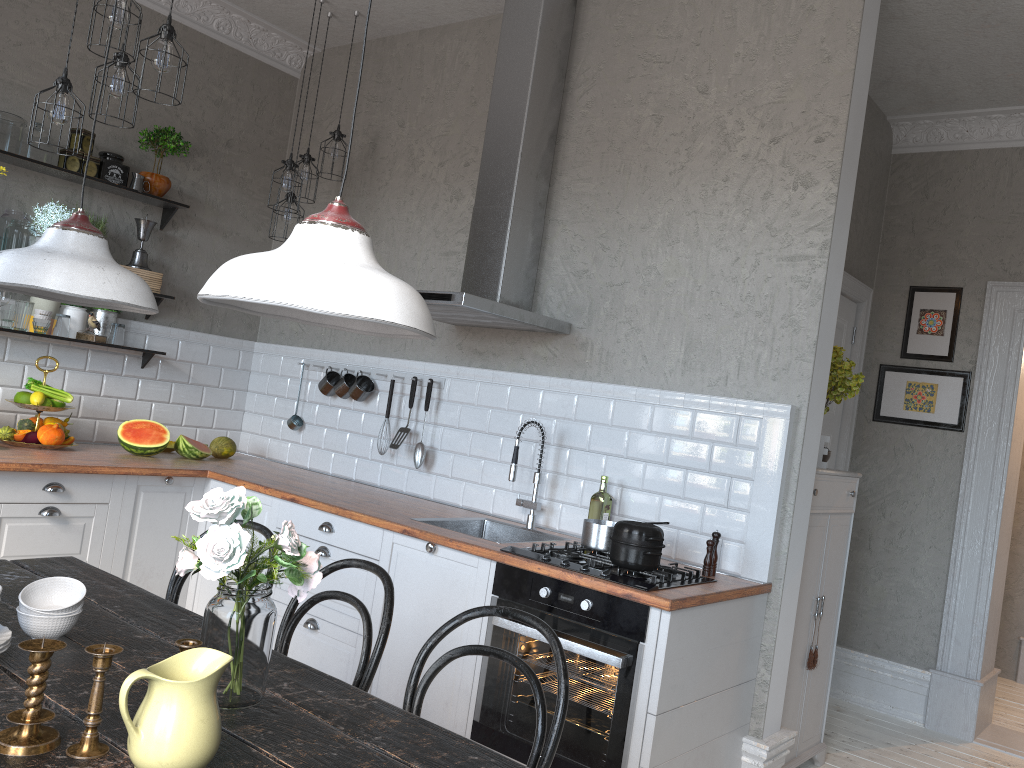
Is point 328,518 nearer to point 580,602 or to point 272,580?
point 580,602

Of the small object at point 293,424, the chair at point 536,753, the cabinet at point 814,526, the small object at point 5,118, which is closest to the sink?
the cabinet at point 814,526

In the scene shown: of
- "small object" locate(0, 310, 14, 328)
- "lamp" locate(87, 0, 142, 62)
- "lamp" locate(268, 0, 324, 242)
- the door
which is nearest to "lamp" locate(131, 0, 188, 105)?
"lamp" locate(87, 0, 142, 62)

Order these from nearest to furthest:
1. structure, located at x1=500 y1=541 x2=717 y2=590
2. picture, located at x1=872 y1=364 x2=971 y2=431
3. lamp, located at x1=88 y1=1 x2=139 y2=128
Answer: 1. structure, located at x1=500 y1=541 x2=717 y2=590
2. lamp, located at x1=88 y1=1 x2=139 y2=128
3. picture, located at x1=872 y1=364 x2=971 y2=431

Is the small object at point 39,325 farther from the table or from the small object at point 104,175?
the table

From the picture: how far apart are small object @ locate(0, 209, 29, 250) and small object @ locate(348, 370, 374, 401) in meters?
1.8 m

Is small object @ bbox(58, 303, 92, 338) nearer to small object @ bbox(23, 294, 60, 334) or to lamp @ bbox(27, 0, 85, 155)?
small object @ bbox(23, 294, 60, 334)

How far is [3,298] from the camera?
4.1 meters

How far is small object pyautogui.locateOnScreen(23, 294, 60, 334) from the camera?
4.3m

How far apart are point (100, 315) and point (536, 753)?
3.7m
